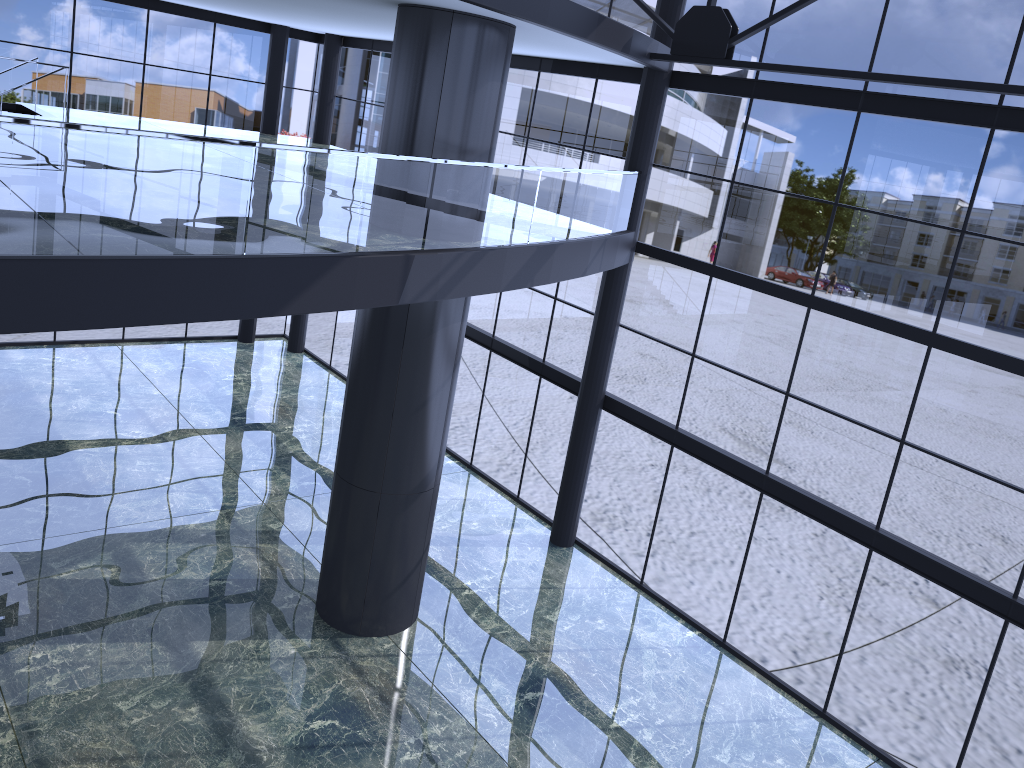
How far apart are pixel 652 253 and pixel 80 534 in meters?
10.9
